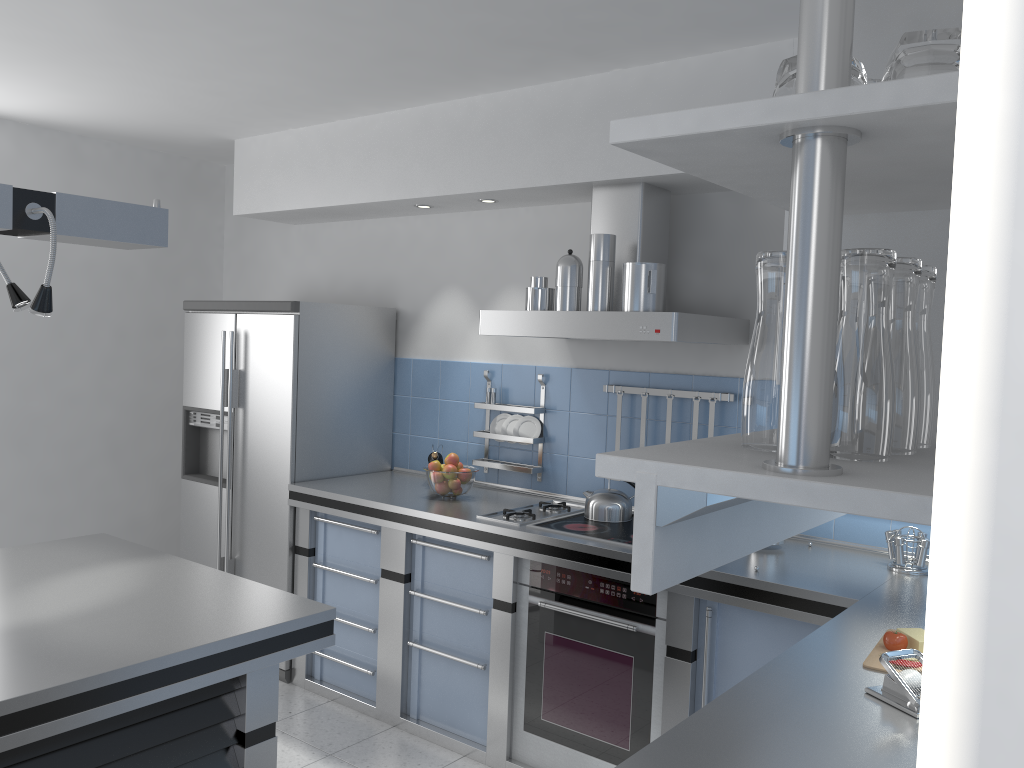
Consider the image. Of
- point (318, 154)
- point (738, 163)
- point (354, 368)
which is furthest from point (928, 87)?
point (318, 154)

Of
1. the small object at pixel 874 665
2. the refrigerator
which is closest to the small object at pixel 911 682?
the small object at pixel 874 665

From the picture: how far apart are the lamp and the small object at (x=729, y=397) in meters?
2.0 m

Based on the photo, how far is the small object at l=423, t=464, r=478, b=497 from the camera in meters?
3.9

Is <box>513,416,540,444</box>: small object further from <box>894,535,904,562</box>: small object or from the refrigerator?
<box>894,535,904,562</box>: small object

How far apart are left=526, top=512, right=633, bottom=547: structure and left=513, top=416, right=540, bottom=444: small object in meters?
0.5

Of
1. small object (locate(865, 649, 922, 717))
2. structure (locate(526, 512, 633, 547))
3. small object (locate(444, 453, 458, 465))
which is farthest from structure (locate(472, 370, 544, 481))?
small object (locate(865, 649, 922, 717))

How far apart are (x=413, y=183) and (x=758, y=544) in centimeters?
338cm

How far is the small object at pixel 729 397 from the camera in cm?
349

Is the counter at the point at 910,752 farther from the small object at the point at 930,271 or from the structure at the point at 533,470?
the small object at the point at 930,271
